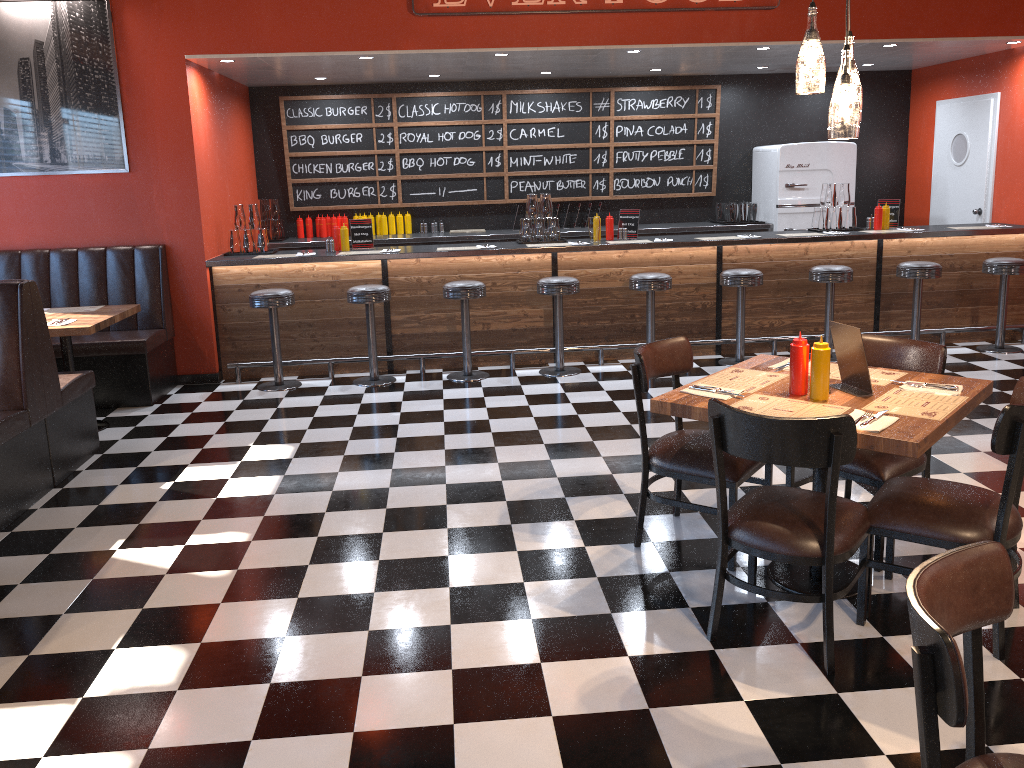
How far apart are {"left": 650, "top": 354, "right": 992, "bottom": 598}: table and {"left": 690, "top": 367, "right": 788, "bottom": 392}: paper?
0.04m

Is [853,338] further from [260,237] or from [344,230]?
[260,237]

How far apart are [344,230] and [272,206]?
1.8m

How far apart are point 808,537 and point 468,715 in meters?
1.2

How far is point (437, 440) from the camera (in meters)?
5.52

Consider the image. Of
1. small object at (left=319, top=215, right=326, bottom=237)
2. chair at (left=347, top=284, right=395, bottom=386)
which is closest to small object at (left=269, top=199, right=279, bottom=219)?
small object at (left=319, top=215, right=326, bottom=237)

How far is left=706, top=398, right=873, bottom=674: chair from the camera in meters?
2.7

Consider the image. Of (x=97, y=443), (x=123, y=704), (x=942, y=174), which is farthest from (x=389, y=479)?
(x=942, y=174)

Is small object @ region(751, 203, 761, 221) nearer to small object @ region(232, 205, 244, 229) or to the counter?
the counter

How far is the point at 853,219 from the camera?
7.8m
